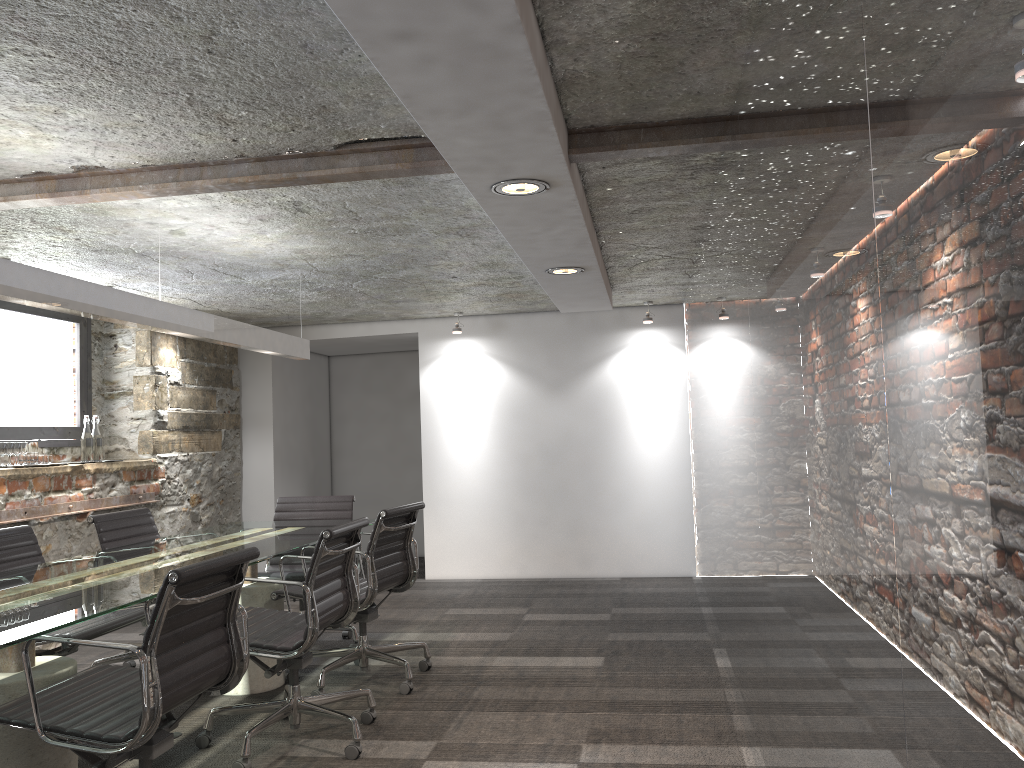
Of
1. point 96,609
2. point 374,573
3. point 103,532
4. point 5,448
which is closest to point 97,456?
point 5,448

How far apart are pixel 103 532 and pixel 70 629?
1.0m

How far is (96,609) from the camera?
2.45m

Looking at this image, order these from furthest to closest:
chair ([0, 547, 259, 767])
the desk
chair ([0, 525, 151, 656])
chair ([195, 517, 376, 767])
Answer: chair ([0, 525, 151, 656]) < chair ([195, 517, 376, 767]) < the desk < chair ([0, 547, 259, 767])

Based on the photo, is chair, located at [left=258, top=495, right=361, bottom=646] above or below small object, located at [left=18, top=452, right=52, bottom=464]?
below

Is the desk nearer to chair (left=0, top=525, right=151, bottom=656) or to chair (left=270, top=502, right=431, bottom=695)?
chair (left=270, top=502, right=431, bottom=695)

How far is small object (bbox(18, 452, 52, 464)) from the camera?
5.1m

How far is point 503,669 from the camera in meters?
4.4 m

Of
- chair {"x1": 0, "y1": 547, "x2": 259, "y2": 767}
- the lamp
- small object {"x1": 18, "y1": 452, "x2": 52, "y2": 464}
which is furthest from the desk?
small object {"x1": 18, "y1": 452, "x2": 52, "y2": 464}

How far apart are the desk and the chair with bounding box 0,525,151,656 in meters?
0.2 m
